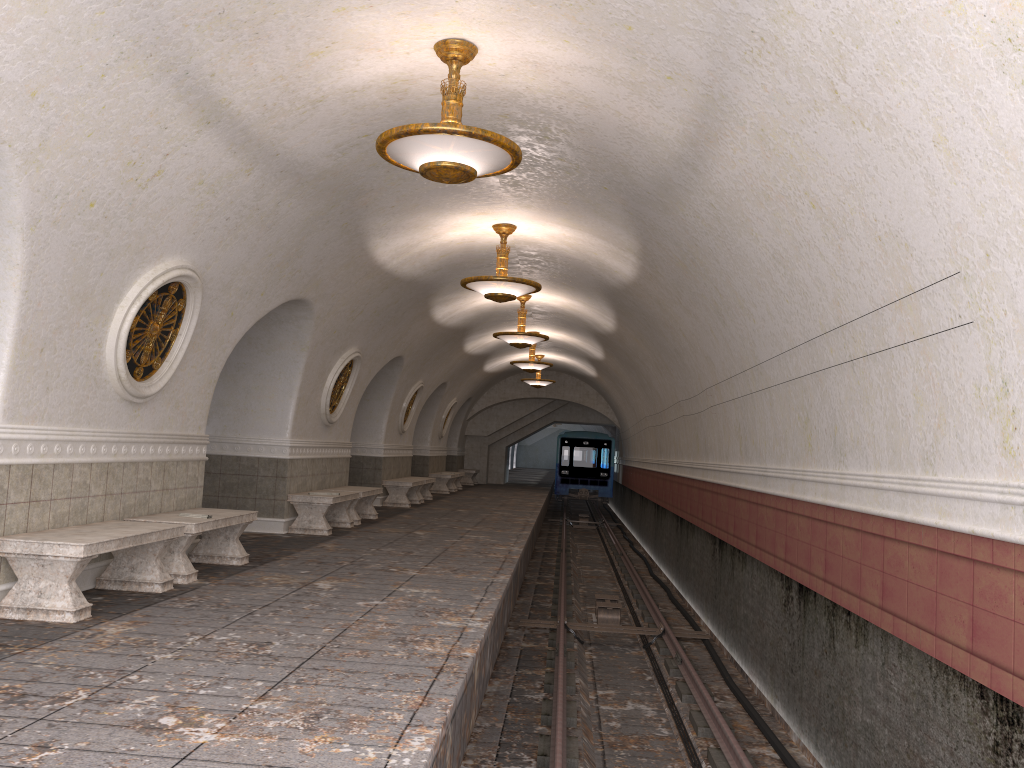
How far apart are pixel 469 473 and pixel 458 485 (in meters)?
3.38

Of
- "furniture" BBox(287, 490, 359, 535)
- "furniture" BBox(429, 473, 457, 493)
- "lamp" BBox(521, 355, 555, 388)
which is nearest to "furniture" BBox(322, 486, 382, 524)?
"furniture" BBox(287, 490, 359, 535)

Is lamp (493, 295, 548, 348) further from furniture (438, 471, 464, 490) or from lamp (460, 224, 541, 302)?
furniture (438, 471, 464, 490)

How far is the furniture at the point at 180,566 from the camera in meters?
7.3 m

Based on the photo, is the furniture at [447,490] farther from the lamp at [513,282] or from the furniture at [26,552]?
the furniture at [26,552]

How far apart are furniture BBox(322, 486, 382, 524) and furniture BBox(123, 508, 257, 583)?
4.65m

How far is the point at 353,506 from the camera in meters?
13.3

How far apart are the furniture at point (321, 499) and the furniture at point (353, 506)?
0.4 meters

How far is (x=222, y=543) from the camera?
8.57m

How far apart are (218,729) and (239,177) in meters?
4.6 m
